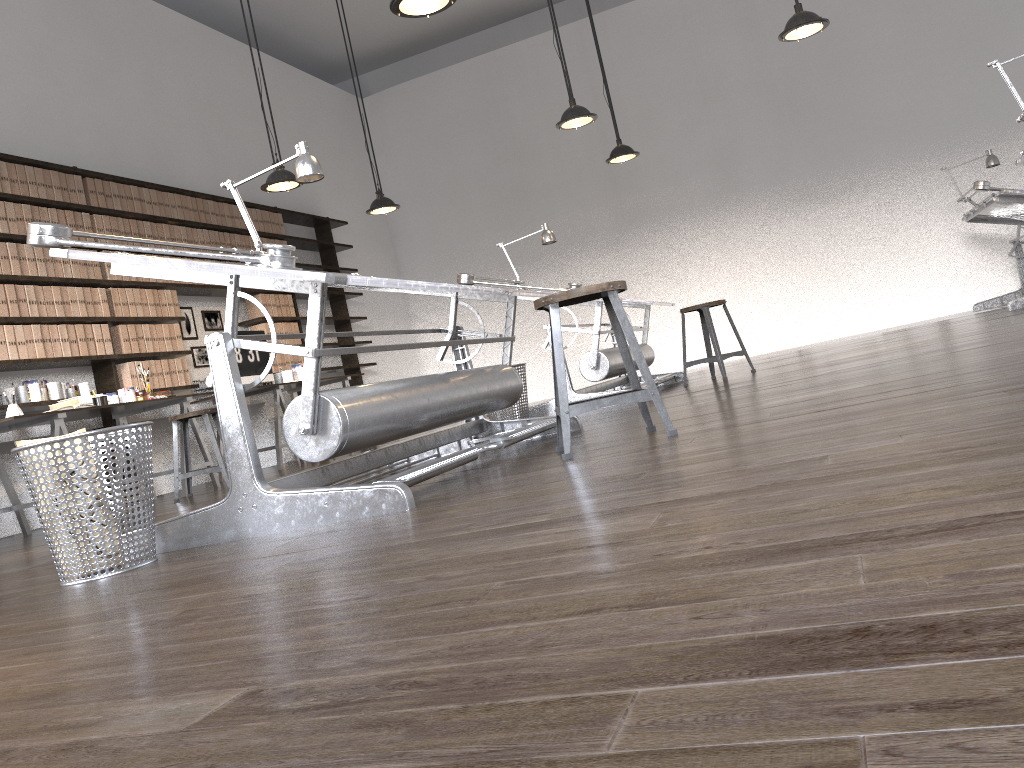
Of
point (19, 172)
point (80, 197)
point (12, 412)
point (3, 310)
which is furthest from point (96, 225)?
point (12, 412)

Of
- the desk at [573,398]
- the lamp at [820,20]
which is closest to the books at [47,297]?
→ the desk at [573,398]

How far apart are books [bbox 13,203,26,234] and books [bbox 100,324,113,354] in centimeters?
83cm

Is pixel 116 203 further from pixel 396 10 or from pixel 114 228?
pixel 396 10

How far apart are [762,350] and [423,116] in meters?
5.1 m

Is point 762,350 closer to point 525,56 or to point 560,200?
point 560,200

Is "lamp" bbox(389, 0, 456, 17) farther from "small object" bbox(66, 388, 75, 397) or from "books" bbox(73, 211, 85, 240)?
"small object" bbox(66, 388, 75, 397)

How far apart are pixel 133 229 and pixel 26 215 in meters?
1.0

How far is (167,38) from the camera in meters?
8.0 m

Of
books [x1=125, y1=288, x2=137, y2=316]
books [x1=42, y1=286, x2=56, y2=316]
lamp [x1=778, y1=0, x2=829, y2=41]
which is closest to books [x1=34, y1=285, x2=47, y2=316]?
books [x1=42, y1=286, x2=56, y2=316]
